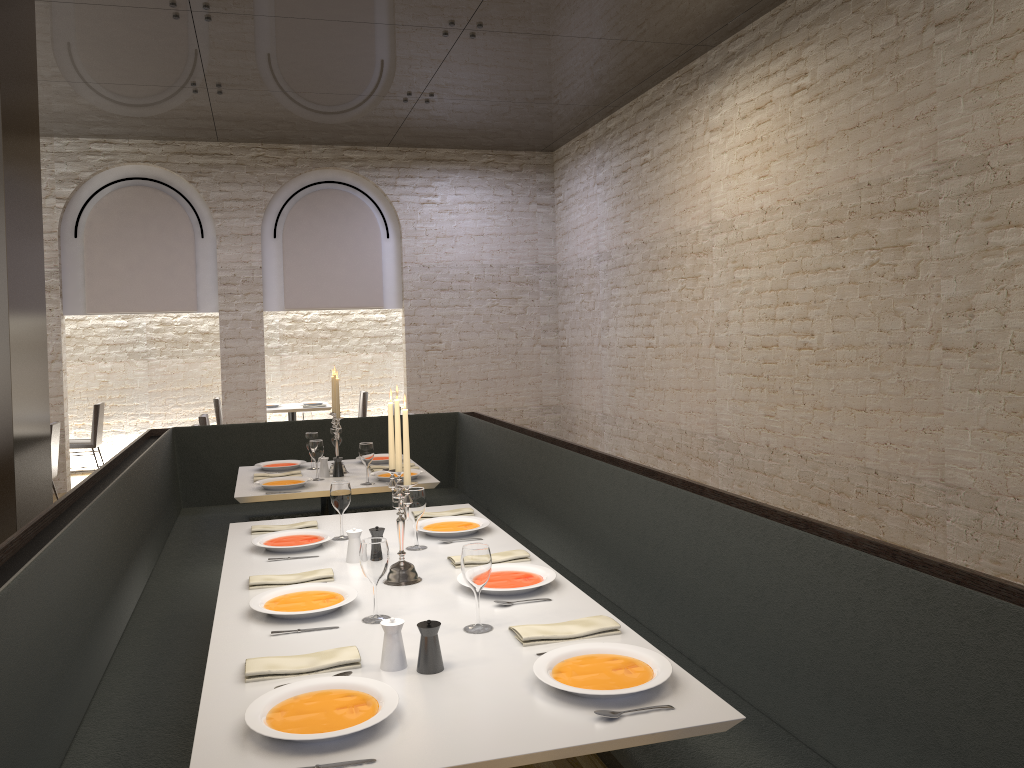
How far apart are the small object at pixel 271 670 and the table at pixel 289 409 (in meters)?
8.65

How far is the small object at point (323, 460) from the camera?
5.25m

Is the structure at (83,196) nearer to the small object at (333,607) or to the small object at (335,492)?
the small object at (335,492)

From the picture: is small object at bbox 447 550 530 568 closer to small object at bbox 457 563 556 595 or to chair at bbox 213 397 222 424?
small object at bbox 457 563 556 595

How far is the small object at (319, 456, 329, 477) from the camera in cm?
525

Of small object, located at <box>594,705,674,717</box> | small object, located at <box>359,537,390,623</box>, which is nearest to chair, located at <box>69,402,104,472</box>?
small object, located at <box>359,537,390,623</box>

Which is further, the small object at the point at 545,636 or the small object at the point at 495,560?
the small object at the point at 495,560

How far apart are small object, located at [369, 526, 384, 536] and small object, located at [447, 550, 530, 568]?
0.3 meters

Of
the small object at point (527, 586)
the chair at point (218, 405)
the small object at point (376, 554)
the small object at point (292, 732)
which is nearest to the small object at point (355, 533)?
the small object at point (527, 586)

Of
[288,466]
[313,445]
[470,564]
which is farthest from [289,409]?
[470,564]
